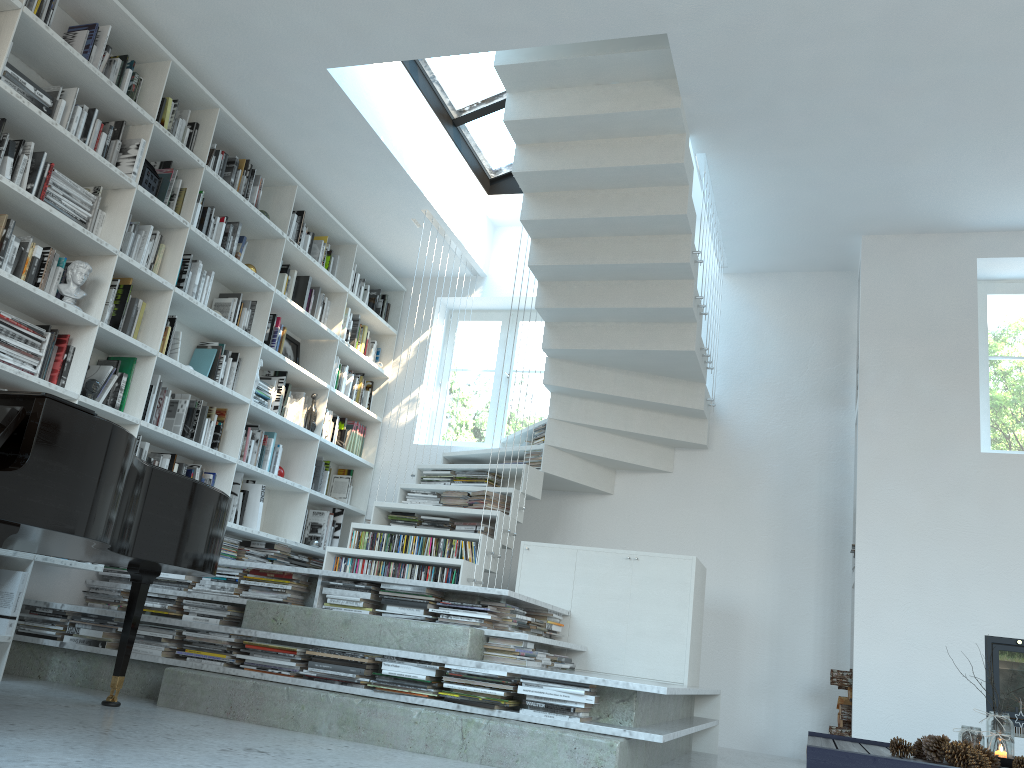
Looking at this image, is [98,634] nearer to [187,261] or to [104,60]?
[187,261]

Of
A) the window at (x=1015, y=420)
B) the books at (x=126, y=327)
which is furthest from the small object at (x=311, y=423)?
the window at (x=1015, y=420)

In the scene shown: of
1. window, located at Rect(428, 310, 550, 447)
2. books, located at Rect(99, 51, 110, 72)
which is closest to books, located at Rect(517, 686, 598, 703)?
books, located at Rect(99, 51, 110, 72)

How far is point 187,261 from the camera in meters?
5.0

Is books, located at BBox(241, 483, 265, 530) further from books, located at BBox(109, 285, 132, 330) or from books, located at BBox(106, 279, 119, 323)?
books, located at BBox(106, 279, 119, 323)

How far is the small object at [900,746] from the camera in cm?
339

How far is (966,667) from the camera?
4.8 meters

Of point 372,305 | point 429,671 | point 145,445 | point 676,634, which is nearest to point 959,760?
point 676,634

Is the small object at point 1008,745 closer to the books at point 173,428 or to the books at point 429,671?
the books at point 429,671

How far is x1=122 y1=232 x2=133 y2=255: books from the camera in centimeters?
452cm
